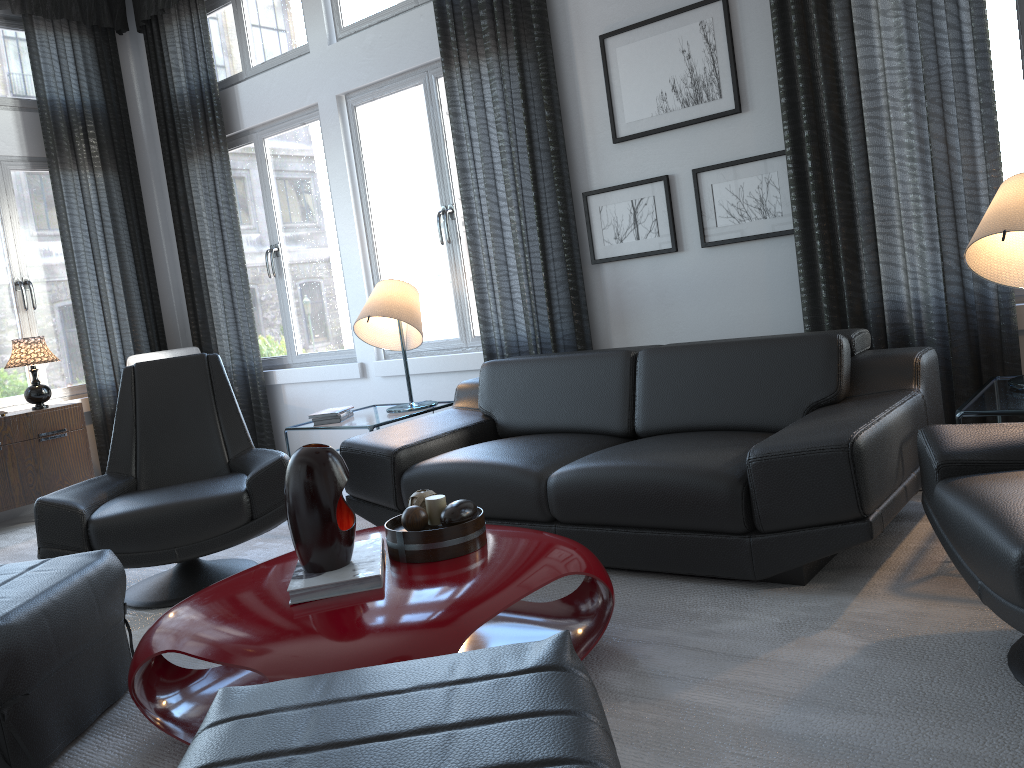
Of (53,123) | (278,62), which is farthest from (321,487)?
(53,123)

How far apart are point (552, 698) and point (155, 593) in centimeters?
232cm

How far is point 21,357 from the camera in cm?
478

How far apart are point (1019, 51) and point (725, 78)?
1.0m

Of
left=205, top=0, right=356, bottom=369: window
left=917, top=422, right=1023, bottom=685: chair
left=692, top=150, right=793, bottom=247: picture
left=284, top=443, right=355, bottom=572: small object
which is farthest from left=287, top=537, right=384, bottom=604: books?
left=205, top=0, right=356, bottom=369: window

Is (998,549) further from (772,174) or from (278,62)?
(278,62)

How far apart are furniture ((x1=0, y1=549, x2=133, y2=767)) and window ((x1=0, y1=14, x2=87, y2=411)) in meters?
3.3 m

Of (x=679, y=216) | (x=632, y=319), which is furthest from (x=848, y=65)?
(x=632, y=319)

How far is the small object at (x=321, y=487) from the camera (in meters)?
1.94

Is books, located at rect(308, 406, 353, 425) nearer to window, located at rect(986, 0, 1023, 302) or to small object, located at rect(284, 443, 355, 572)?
small object, located at rect(284, 443, 355, 572)
